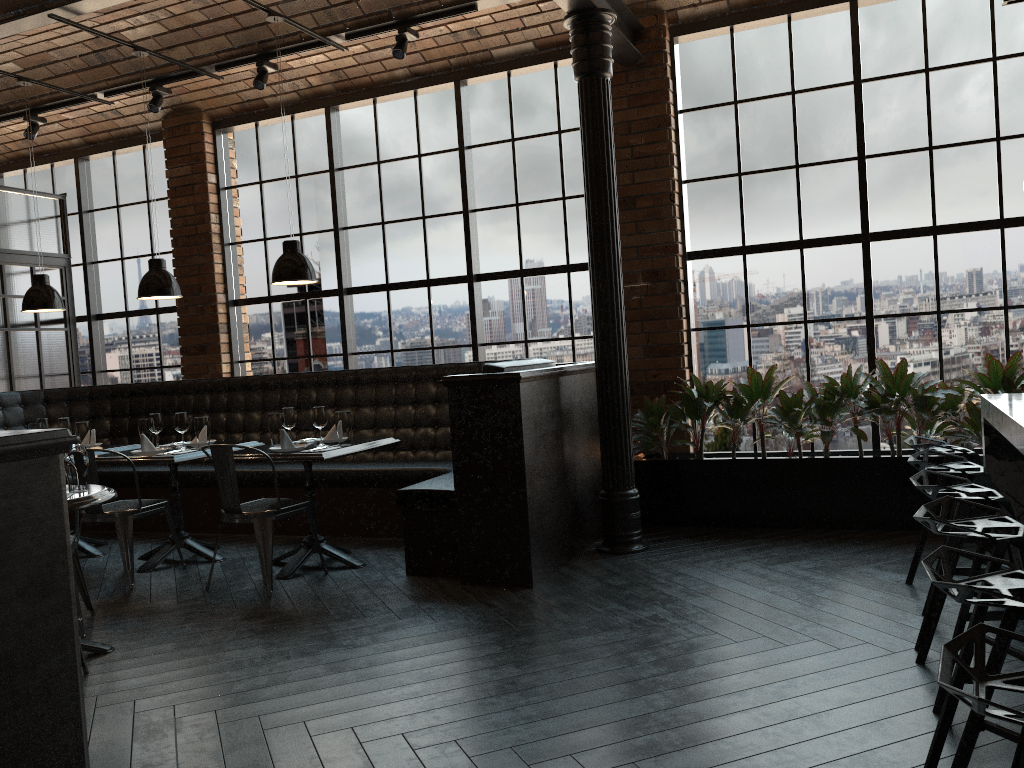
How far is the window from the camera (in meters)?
5.77

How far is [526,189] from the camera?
6.92m

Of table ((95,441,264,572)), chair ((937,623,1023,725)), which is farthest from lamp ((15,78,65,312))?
chair ((937,623,1023,725))

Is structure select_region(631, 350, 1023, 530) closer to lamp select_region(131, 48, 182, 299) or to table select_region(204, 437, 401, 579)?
table select_region(204, 437, 401, 579)

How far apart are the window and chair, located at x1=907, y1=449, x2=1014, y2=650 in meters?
2.3 m

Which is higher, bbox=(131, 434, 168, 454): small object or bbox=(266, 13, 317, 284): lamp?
bbox=(266, 13, 317, 284): lamp

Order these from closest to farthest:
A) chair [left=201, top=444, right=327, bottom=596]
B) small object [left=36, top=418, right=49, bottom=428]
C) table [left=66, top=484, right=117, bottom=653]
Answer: table [left=66, top=484, right=117, bottom=653] < chair [left=201, top=444, right=327, bottom=596] < small object [left=36, top=418, right=49, bottom=428]

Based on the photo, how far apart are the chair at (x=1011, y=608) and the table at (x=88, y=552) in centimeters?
581cm

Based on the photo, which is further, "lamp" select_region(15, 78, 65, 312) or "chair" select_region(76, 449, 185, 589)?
"lamp" select_region(15, 78, 65, 312)

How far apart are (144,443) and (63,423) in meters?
1.0
